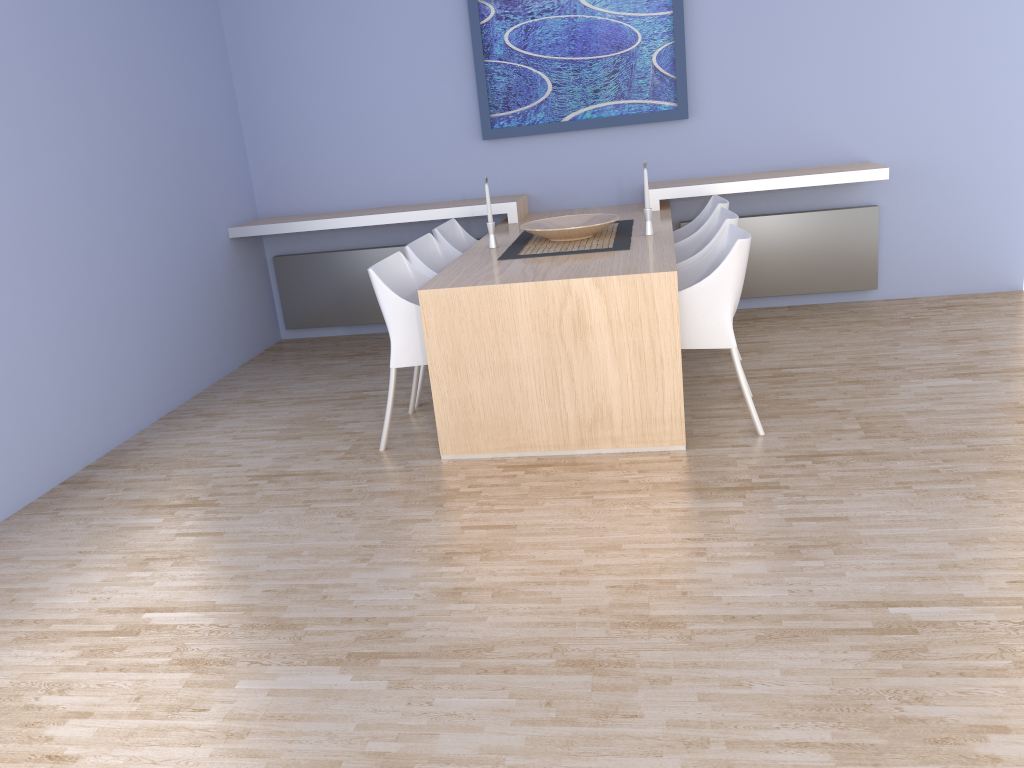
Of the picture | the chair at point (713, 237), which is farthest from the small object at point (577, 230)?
the picture

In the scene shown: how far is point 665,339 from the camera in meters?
3.4 m

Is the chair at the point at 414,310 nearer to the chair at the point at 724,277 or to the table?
the table

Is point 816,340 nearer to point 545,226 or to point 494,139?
point 545,226

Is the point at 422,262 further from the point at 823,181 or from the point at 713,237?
the point at 823,181

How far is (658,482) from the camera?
3.25m

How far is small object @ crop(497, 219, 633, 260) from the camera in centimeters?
402cm

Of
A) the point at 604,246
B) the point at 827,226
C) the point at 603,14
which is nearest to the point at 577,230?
the point at 604,246

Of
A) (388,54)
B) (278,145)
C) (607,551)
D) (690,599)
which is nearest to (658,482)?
(607,551)

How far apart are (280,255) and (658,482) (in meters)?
3.65
